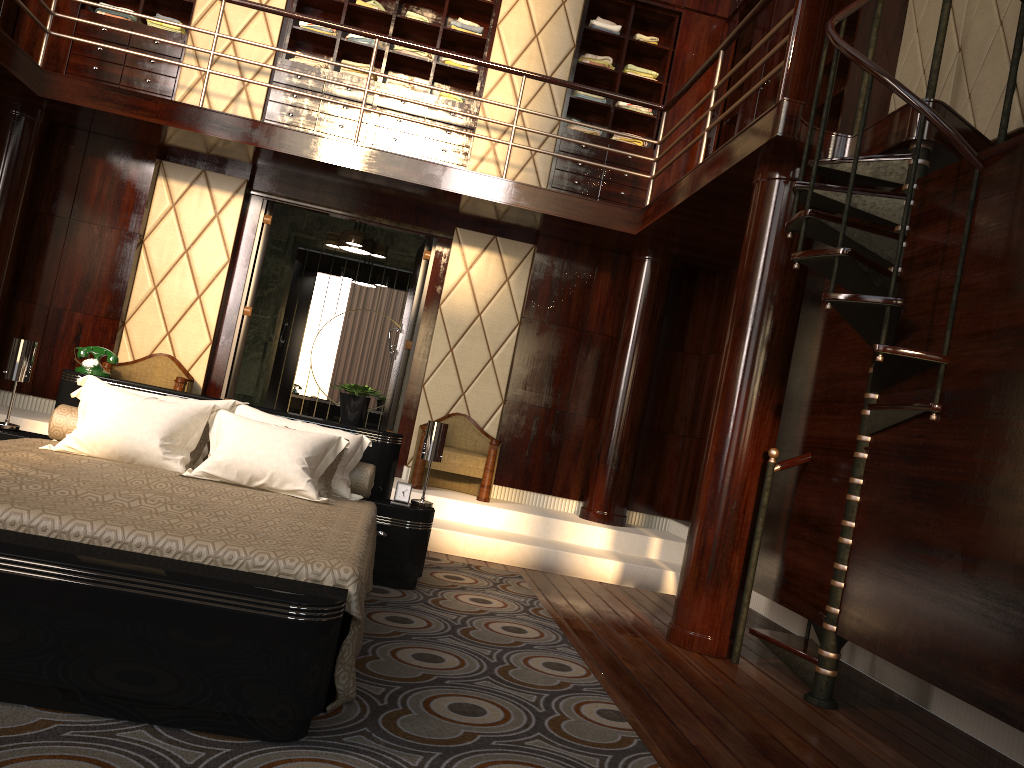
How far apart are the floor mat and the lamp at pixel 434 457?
0.4 meters

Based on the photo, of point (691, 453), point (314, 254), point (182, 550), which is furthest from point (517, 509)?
point (182, 550)

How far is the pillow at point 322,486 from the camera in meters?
3.5

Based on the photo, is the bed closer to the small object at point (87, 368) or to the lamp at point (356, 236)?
the small object at point (87, 368)

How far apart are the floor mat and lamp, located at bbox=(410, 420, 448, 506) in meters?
0.4

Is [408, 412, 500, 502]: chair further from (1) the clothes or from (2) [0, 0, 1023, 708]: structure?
(1) the clothes

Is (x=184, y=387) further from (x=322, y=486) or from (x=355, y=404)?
(x=322, y=486)

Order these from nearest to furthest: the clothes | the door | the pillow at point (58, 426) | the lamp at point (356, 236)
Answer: the pillow at point (58, 426) < the door < the clothes < the lamp at point (356, 236)

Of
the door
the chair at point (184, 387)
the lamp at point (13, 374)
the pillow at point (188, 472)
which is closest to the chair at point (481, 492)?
the door

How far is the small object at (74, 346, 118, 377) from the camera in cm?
401
